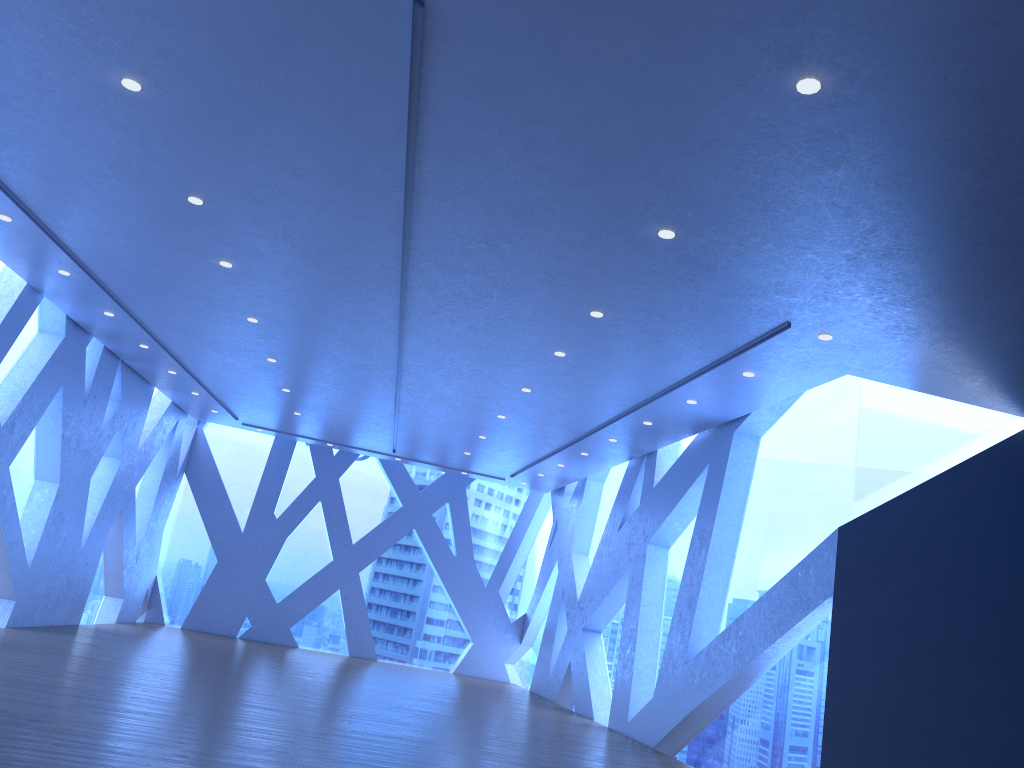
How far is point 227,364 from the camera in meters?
12.1

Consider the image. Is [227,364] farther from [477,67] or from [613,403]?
[477,67]

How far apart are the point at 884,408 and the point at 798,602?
2.1m
